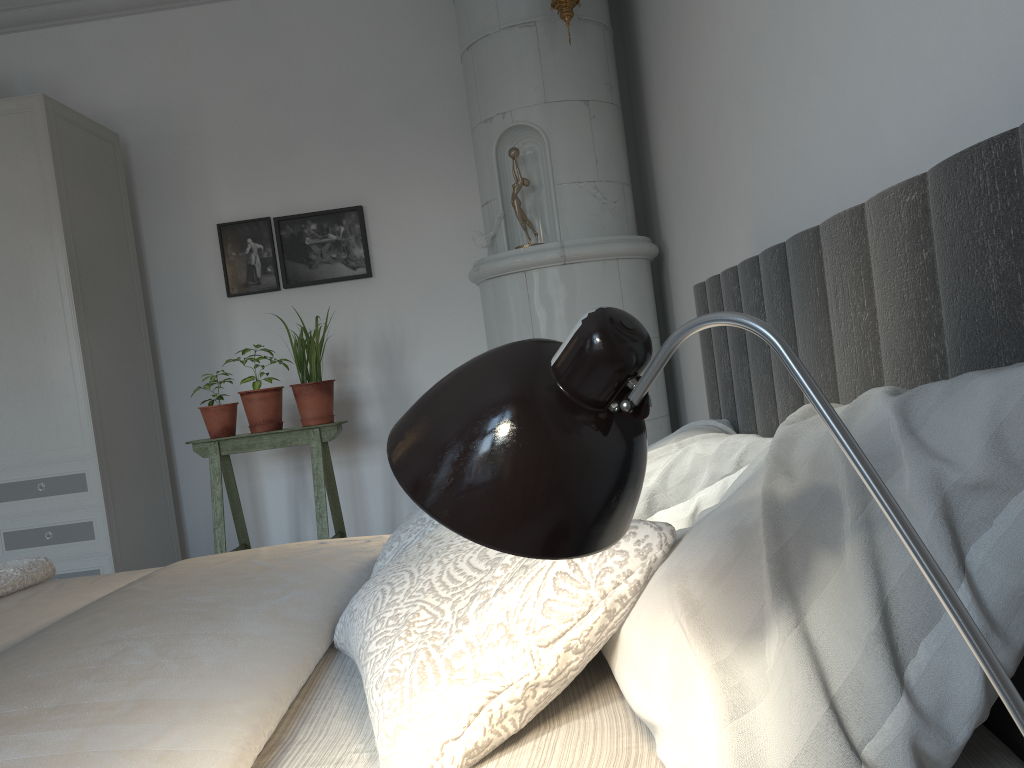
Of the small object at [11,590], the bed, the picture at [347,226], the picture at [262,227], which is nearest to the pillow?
the bed

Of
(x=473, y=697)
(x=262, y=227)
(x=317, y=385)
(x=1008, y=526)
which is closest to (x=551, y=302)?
(x=317, y=385)

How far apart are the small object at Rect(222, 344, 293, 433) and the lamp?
3.21m

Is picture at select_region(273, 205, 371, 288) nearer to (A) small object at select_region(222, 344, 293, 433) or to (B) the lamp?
(A) small object at select_region(222, 344, 293, 433)

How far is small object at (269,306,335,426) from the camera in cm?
361

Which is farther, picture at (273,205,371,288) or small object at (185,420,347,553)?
picture at (273,205,371,288)

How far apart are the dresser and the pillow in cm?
222

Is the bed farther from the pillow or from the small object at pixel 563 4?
the small object at pixel 563 4

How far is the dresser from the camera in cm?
342

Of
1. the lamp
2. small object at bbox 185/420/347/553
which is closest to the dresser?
small object at bbox 185/420/347/553
